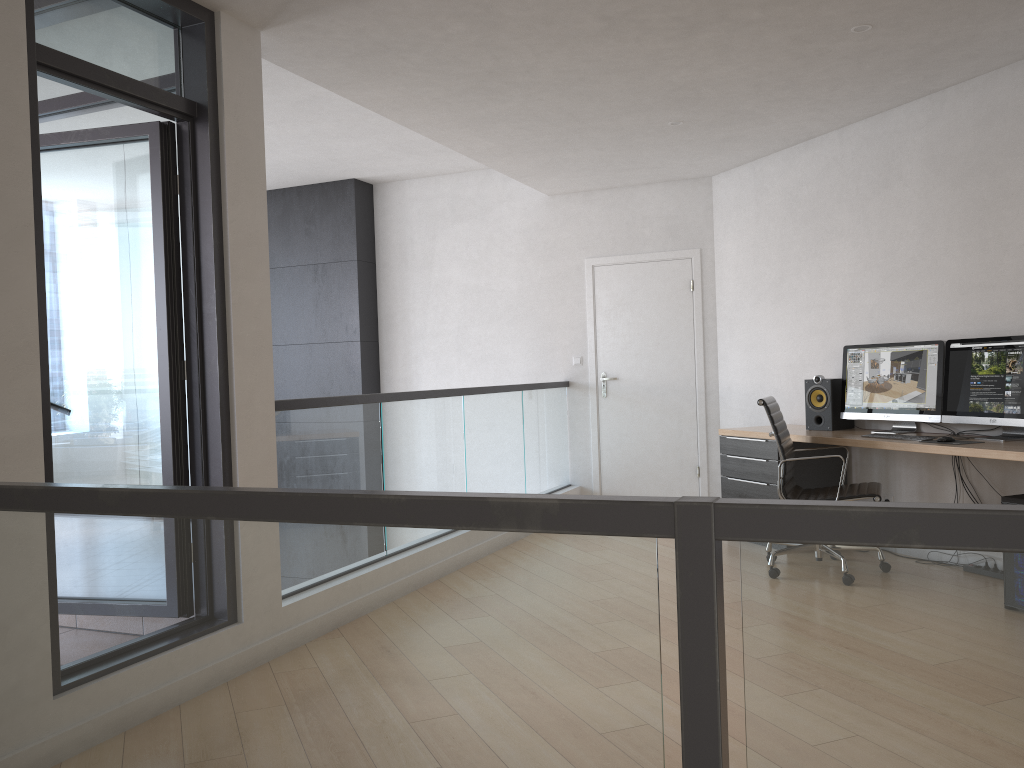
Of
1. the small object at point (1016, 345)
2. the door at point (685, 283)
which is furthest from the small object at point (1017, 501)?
the door at point (685, 283)

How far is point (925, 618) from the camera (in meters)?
1.10

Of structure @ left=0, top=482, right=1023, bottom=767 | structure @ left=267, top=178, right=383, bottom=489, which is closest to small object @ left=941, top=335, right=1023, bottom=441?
structure @ left=0, top=482, right=1023, bottom=767

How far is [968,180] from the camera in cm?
488

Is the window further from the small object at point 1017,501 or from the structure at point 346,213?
the small object at point 1017,501

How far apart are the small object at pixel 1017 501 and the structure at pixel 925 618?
3.4 meters

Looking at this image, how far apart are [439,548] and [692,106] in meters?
4.4 m

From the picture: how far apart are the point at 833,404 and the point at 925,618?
4.7m

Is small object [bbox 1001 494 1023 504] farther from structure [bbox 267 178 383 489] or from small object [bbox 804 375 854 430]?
structure [bbox 267 178 383 489]

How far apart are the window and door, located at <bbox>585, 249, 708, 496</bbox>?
4.28m
